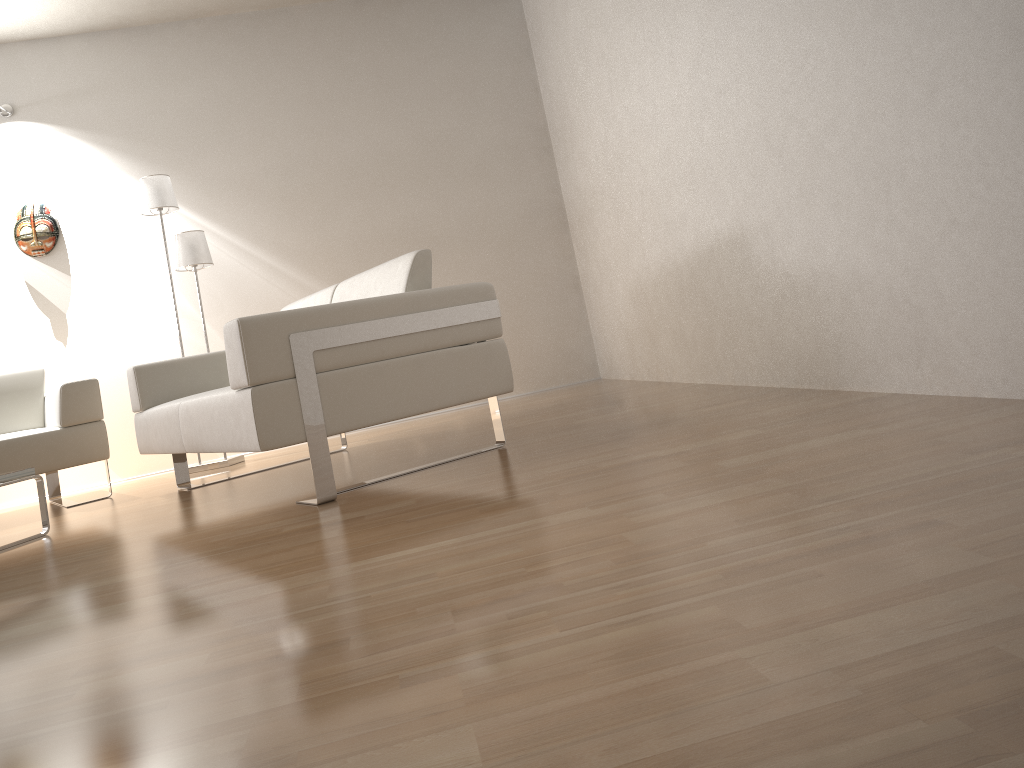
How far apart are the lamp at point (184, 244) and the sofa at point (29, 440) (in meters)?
0.63

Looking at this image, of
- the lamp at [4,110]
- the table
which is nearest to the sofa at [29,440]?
the table

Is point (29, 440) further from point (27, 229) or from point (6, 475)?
point (27, 229)

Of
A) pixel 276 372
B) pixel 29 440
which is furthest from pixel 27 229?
pixel 276 372

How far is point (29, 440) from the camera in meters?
4.1 m

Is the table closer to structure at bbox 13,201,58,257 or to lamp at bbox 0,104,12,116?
structure at bbox 13,201,58,257

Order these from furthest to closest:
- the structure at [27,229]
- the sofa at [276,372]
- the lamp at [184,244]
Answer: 1. the structure at [27,229]
2. the lamp at [184,244]
3. the sofa at [276,372]

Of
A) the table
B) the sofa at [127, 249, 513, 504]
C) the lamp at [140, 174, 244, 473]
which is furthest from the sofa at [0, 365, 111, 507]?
the table

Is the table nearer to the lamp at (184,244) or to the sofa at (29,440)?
the sofa at (29,440)

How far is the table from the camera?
3.16m
